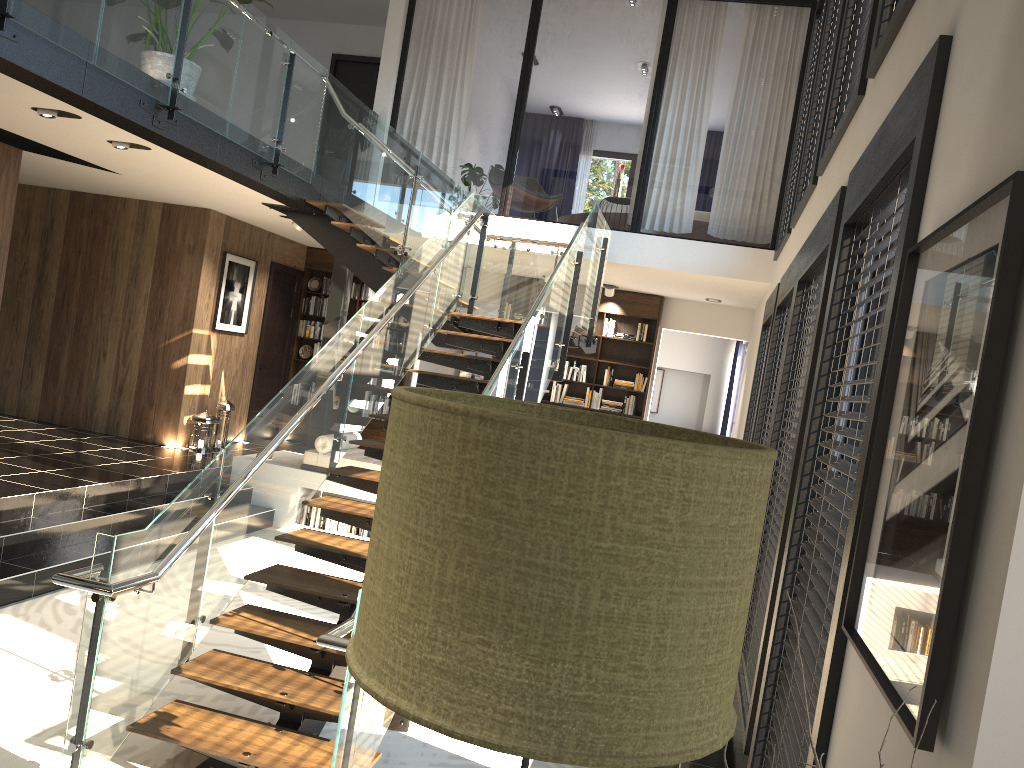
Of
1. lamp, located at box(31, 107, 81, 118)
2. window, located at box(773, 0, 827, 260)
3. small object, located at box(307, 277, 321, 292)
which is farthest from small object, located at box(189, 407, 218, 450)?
window, located at box(773, 0, 827, 260)

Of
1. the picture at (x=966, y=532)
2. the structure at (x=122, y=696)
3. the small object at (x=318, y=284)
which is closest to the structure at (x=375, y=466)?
the structure at (x=122, y=696)

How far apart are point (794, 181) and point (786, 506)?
4.73m

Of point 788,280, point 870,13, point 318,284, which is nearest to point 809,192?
Result: point 788,280

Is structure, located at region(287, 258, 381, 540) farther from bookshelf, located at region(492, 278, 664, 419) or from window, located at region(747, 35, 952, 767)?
window, located at region(747, 35, 952, 767)

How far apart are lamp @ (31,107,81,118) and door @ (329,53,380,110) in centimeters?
649cm

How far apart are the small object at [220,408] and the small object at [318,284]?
2.63m

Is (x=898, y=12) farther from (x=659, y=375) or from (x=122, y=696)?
(x=659, y=375)

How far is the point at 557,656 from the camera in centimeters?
78cm

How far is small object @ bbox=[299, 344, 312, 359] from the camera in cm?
1237
